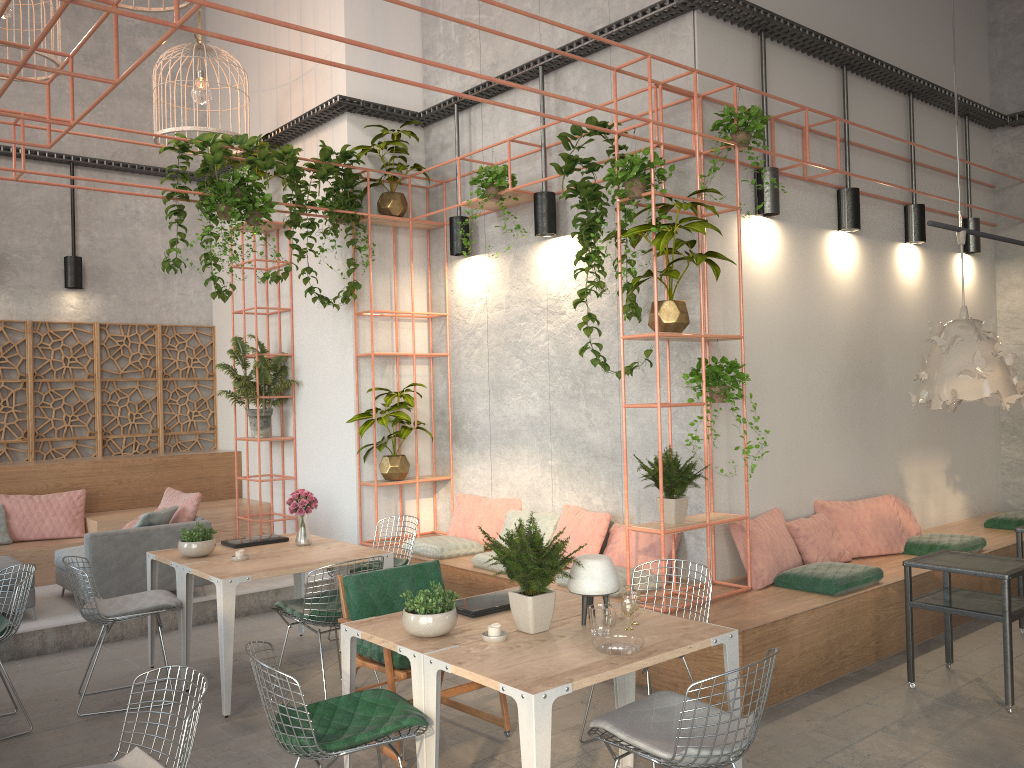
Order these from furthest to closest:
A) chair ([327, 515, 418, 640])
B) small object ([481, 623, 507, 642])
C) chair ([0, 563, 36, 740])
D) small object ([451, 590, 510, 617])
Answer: chair ([327, 515, 418, 640]), chair ([0, 563, 36, 740]), small object ([451, 590, 510, 617]), small object ([481, 623, 507, 642])

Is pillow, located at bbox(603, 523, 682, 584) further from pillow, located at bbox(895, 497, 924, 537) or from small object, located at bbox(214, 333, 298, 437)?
small object, located at bbox(214, 333, 298, 437)

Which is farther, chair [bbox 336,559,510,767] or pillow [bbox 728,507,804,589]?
pillow [bbox 728,507,804,589]

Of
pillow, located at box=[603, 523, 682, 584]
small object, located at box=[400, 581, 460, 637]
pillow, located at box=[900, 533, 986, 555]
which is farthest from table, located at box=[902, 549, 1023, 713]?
small object, located at box=[400, 581, 460, 637]

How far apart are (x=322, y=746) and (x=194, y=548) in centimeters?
307cm

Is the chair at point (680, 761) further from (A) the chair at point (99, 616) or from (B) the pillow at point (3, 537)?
(B) the pillow at point (3, 537)

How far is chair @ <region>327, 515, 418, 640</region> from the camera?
6.9 meters

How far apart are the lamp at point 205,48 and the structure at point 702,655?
4.48m

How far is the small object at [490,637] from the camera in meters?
3.8

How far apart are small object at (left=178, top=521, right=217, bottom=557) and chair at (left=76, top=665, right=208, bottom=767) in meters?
2.9
